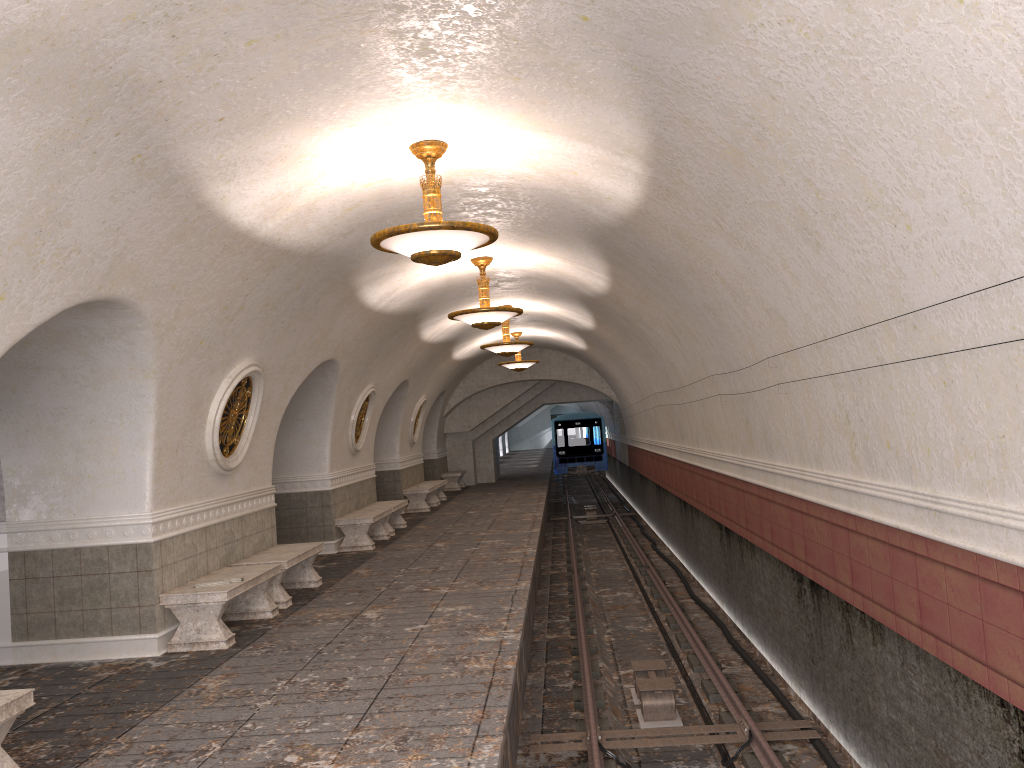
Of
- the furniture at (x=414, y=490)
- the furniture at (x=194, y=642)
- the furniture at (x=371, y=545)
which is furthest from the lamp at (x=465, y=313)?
the furniture at (x=414, y=490)

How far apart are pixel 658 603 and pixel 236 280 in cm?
789

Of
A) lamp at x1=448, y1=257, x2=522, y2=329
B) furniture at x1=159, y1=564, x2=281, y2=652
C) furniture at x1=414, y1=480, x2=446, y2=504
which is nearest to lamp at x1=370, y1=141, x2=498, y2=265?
furniture at x1=159, y1=564, x2=281, y2=652

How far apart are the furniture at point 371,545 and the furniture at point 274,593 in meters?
3.0 m

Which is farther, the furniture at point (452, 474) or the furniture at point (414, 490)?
the furniture at point (452, 474)

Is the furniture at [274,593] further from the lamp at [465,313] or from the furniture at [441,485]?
the furniture at [441,485]

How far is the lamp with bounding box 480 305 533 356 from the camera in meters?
16.2

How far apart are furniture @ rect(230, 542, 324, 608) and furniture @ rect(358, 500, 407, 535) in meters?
4.7

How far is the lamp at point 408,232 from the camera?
6.6 meters

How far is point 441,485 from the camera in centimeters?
2168cm
